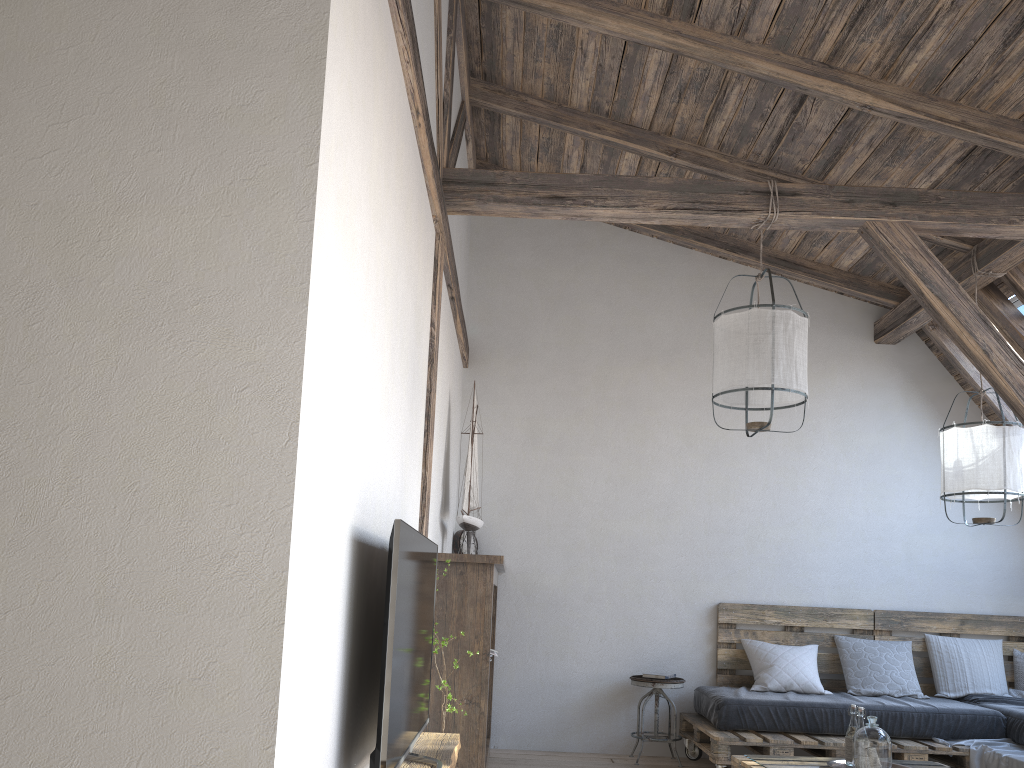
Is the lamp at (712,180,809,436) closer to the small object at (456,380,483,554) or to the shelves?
the small object at (456,380,483,554)

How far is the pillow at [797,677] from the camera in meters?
5.2 m

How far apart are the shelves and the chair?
2.3 meters

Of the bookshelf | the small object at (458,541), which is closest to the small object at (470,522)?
the bookshelf

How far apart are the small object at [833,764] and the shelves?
1.7 meters

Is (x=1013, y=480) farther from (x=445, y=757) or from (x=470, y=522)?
(x=445, y=757)

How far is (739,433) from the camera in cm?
592

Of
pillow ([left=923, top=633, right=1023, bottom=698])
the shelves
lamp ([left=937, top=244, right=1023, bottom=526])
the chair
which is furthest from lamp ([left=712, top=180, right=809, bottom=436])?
pillow ([left=923, top=633, right=1023, bottom=698])

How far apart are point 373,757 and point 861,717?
2.58m

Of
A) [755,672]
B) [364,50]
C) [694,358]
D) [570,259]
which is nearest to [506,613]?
[755,672]
